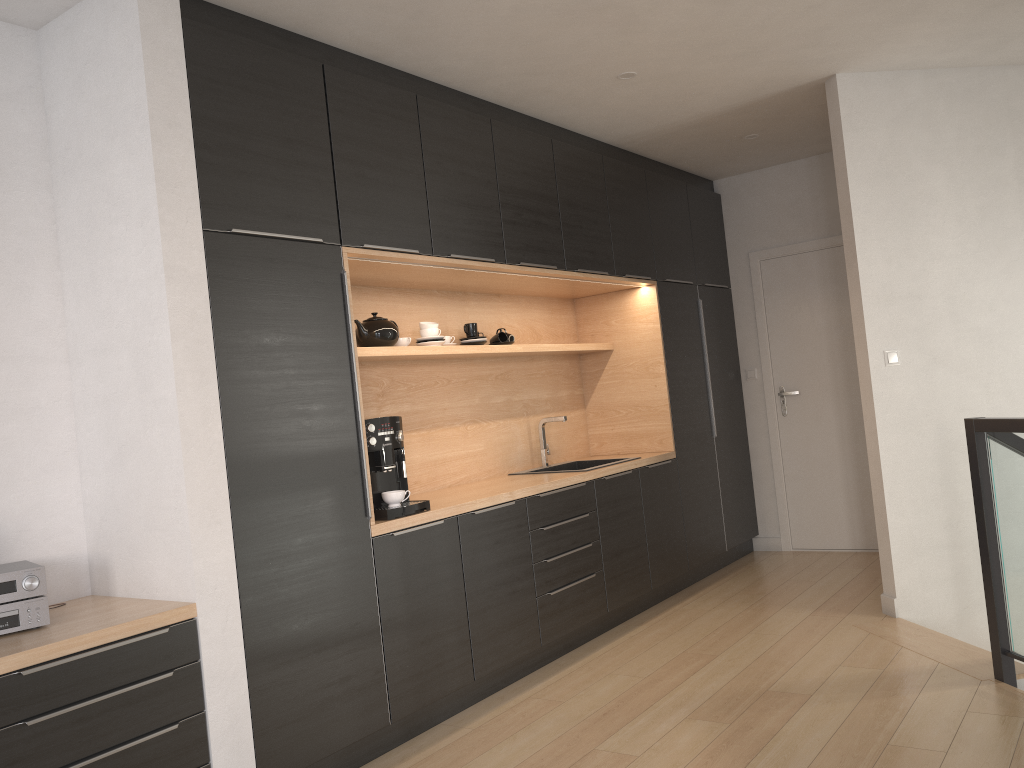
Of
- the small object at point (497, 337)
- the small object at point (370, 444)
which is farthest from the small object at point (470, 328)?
the small object at point (370, 444)

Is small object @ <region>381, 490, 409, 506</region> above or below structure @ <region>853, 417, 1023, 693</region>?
above

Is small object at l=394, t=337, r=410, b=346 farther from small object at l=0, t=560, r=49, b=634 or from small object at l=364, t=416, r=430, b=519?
small object at l=0, t=560, r=49, b=634

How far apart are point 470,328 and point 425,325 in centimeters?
38cm

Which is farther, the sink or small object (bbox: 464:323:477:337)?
the sink

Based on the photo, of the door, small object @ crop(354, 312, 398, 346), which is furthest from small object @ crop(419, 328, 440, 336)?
the door

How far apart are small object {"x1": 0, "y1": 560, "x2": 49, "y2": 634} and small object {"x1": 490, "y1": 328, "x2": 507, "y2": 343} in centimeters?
265cm

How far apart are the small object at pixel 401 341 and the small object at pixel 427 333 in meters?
0.1 m

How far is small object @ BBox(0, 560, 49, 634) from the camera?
2.48m

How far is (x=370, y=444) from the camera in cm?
348
